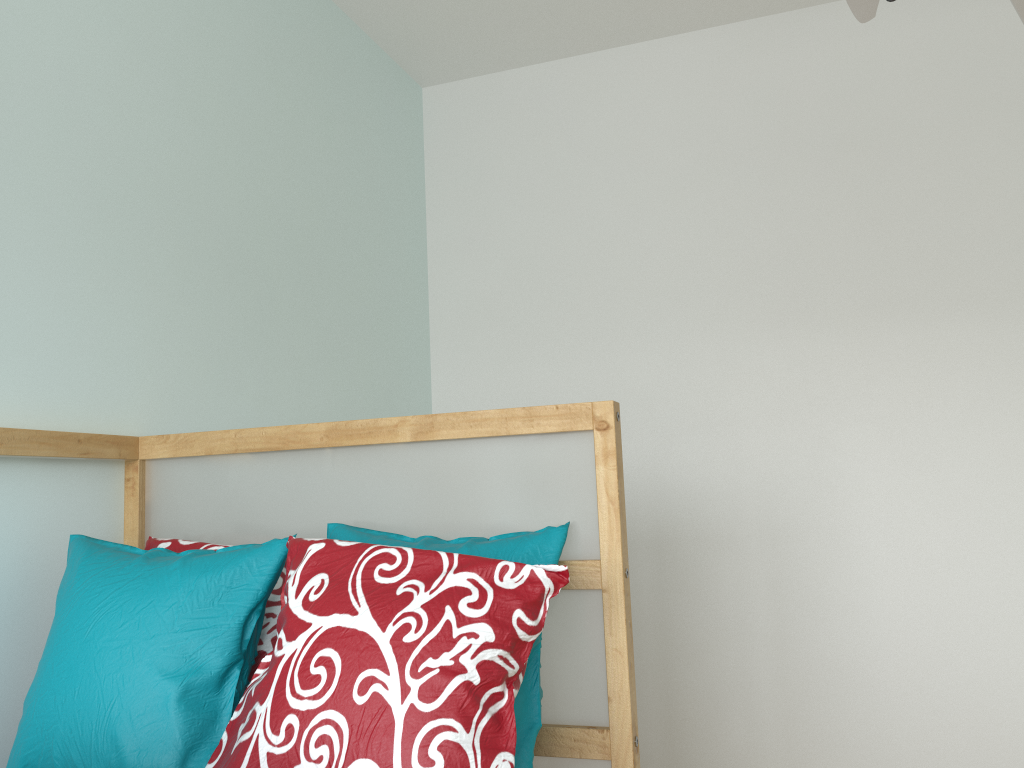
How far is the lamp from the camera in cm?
100

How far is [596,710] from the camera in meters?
1.3 m

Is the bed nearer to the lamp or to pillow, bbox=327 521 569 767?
pillow, bbox=327 521 569 767

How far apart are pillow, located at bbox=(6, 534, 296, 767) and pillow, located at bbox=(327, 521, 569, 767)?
0.12m

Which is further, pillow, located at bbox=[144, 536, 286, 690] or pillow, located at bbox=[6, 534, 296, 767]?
pillow, located at bbox=[144, 536, 286, 690]

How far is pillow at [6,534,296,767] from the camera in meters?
1.1

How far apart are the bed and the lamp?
0.6m

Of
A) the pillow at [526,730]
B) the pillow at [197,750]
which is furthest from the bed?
the pillow at [197,750]

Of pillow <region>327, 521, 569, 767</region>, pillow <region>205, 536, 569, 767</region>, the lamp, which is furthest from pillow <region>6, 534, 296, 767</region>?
the lamp

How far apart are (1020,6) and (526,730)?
1.0m
